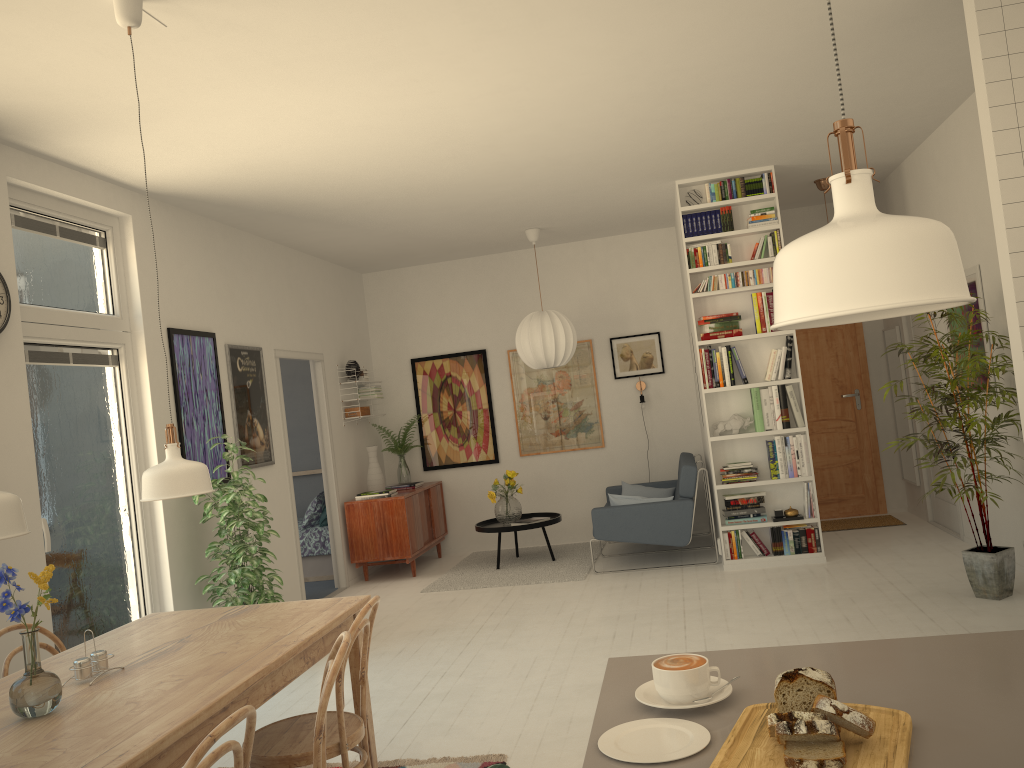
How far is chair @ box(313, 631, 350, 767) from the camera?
2.2 meters

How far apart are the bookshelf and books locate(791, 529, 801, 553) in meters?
0.1 m

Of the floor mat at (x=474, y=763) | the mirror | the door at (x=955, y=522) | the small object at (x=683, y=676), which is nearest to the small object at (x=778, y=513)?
the door at (x=955, y=522)

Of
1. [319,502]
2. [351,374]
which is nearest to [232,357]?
[351,374]

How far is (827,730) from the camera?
1.15m

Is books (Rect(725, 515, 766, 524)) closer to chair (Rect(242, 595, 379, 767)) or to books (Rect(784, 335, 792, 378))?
books (Rect(784, 335, 792, 378))

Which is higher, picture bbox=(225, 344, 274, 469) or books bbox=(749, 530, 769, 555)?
picture bbox=(225, 344, 274, 469)

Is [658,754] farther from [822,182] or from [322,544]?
[322,544]

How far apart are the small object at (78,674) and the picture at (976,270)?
5.2 meters

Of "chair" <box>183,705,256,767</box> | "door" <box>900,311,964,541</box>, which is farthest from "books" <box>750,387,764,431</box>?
"chair" <box>183,705,256,767</box>
